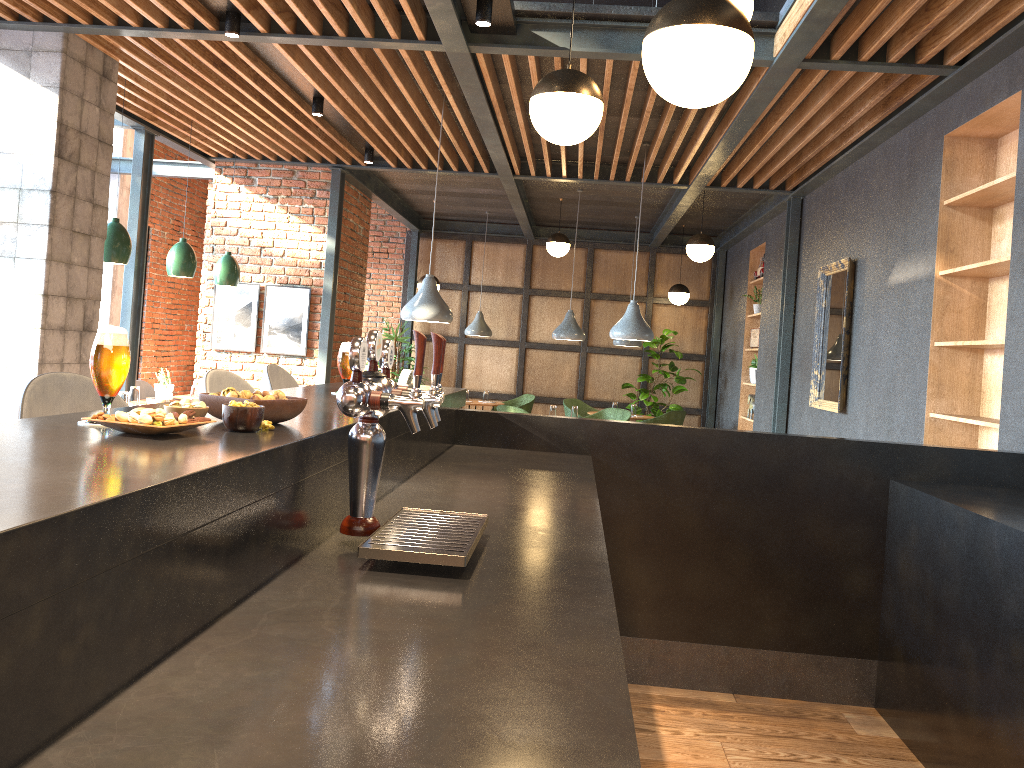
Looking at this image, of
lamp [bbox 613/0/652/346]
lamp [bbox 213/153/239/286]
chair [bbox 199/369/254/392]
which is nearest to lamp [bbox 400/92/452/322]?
lamp [bbox 213/153/239/286]

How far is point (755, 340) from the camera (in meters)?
9.70

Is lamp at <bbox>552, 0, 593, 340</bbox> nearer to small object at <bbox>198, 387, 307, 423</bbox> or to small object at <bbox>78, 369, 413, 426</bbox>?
small object at <bbox>78, 369, 413, 426</bbox>

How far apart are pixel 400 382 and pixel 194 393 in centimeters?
470cm

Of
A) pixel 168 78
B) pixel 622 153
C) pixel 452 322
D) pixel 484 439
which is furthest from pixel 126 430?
pixel 452 322

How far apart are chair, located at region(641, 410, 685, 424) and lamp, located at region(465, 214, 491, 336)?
2.4 meters

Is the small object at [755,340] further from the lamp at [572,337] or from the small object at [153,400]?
the small object at [153,400]

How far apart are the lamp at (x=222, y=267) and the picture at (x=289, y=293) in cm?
49

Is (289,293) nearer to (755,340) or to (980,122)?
(755,340)

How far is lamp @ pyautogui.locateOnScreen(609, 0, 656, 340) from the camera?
6.9m
